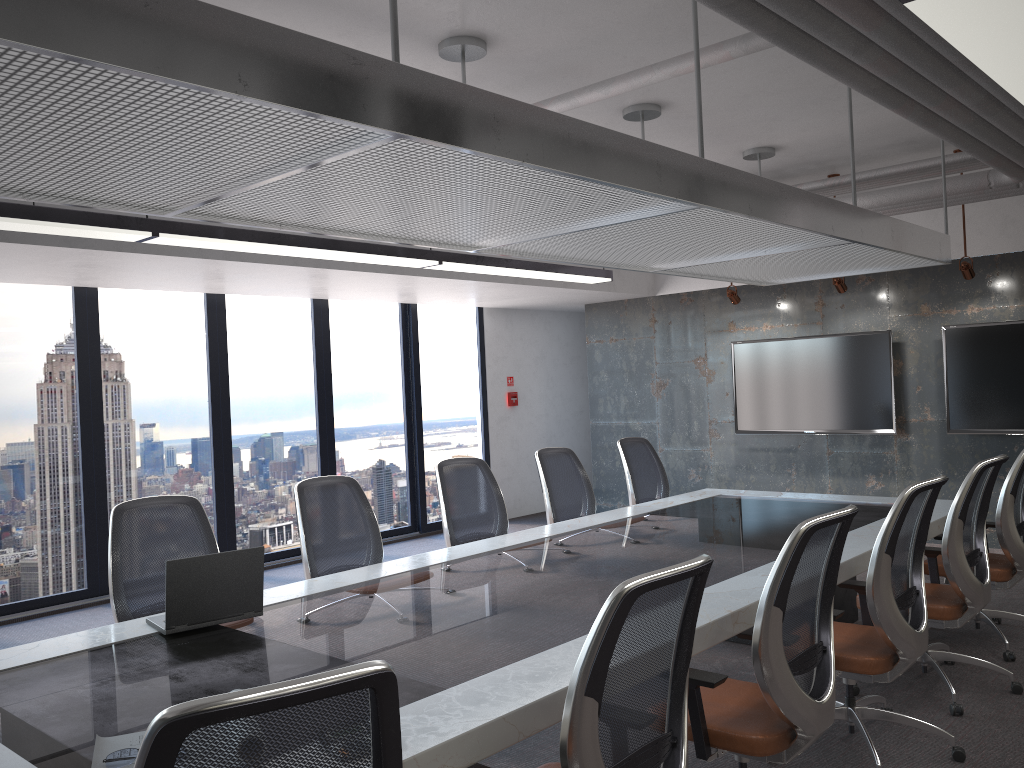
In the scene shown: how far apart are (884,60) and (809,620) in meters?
2.2 m

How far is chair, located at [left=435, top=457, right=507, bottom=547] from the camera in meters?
5.3 m

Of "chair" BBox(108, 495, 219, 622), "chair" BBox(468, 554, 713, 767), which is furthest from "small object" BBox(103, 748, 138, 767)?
"chair" BBox(108, 495, 219, 622)

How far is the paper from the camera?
Answer: 2.1 meters

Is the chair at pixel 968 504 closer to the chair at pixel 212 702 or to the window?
the chair at pixel 212 702

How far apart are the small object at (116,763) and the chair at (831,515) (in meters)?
1.64

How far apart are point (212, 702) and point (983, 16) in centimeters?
228cm

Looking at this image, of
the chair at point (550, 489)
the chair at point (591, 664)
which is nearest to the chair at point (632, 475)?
the chair at point (550, 489)

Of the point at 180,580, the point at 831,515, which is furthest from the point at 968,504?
the point at 180,580

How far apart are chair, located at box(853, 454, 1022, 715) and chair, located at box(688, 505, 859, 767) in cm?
142
